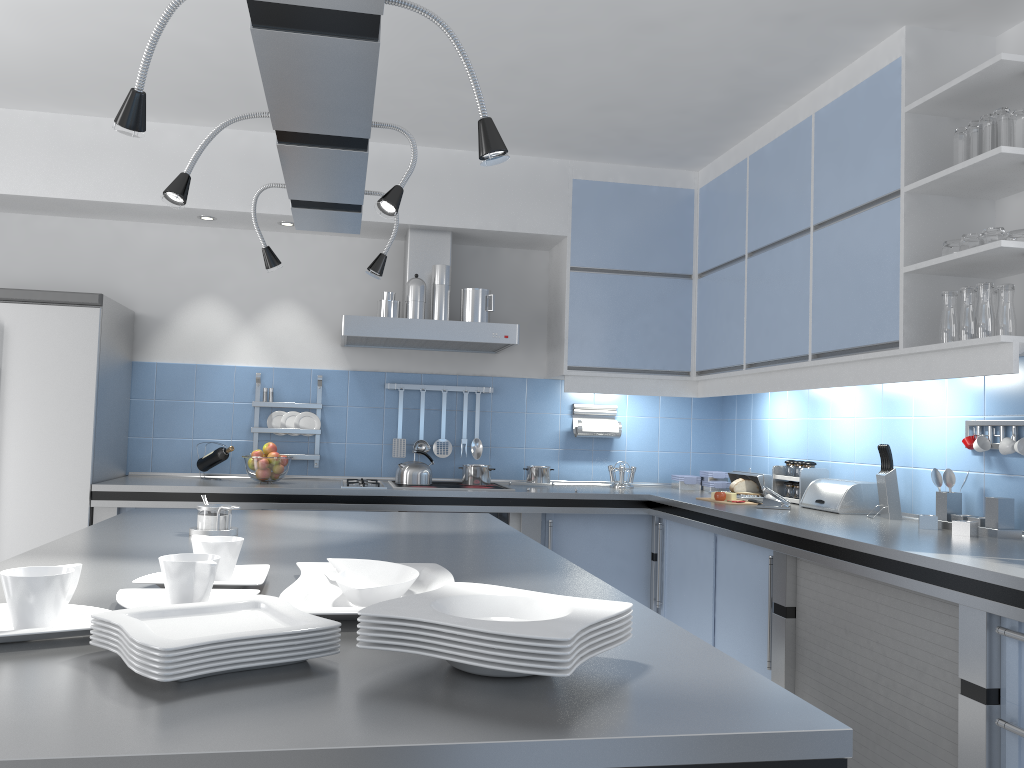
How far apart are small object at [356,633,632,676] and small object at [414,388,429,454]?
3.8 meters

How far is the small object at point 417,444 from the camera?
4.9 meters

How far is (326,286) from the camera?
4.9 meters

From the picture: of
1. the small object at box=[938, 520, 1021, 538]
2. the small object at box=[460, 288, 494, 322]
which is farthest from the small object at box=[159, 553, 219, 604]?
the small object at box=[460, 288, 494, 322]

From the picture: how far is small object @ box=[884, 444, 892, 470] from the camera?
3.45m

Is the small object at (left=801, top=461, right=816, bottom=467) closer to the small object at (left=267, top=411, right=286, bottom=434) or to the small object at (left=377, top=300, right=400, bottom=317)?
the small object at (left=377, top=300, right=400, bottom=317)

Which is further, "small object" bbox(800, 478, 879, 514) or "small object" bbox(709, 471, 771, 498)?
"small object" bbox(709, 471, 771, 498)

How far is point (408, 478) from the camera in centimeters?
460cm

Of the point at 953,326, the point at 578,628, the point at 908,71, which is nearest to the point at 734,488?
the point at 953,326

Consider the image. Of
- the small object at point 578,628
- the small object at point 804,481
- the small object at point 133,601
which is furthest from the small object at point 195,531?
the small object at point 804,481
